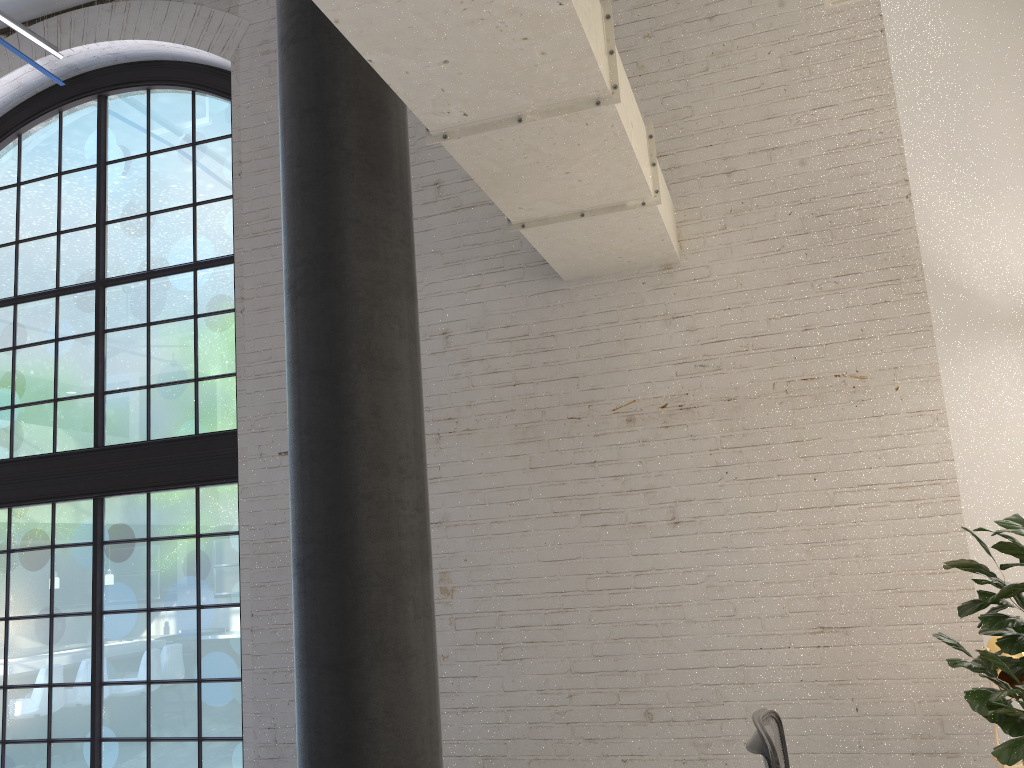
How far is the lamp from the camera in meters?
2.9 m

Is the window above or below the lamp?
above

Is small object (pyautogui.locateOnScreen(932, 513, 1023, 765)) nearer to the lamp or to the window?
the lamp

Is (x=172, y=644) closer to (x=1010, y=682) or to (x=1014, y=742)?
(x=1010, y=682)

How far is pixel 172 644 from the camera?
5.3 meters

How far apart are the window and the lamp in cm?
391

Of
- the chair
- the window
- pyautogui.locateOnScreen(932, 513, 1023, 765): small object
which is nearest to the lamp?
the chair

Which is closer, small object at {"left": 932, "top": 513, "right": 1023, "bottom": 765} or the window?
small object at {"left": 932, "top": 513, "right": 1023, "bottom": 765}

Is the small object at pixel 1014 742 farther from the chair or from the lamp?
the lamp

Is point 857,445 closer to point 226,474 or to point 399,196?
point 399,196
